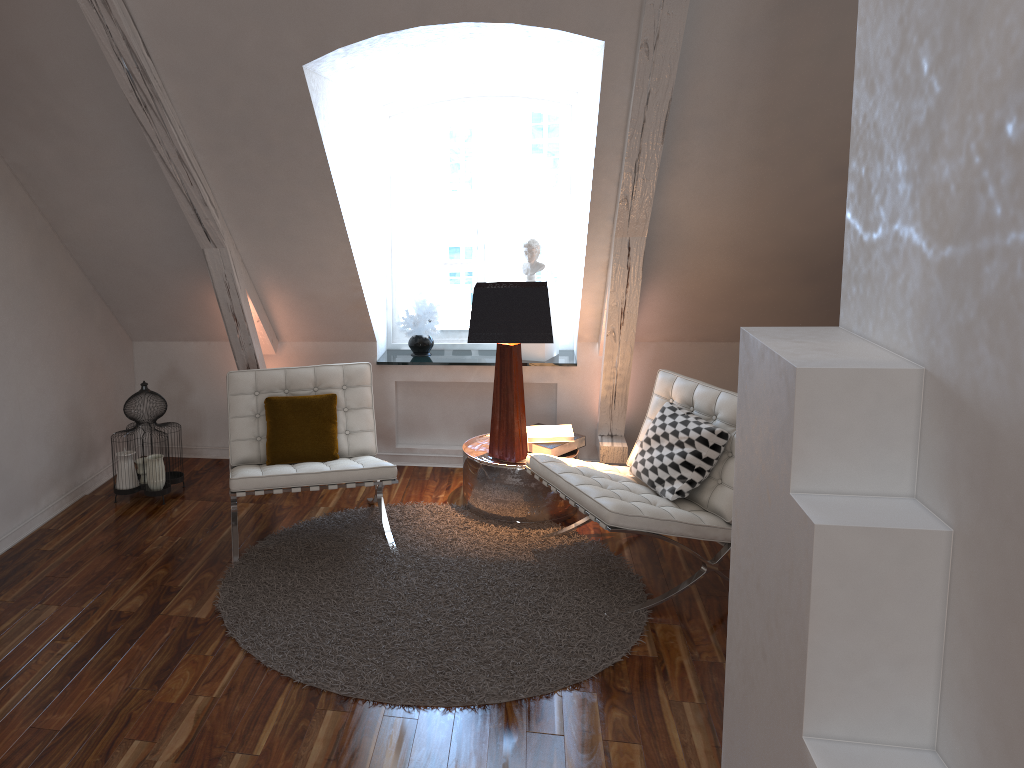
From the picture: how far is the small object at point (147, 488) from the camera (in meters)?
3.87

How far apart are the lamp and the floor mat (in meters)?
0.30

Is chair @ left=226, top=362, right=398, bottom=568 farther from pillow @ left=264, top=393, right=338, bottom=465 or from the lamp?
the lamp

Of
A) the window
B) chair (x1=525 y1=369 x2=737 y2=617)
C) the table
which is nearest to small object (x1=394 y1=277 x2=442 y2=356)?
the window

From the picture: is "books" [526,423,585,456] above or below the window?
below

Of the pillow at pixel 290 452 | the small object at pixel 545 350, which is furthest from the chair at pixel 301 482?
the small object at pixel 545 350

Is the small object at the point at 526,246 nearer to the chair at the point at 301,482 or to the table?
the table

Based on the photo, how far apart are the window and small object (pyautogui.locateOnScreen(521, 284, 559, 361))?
0.2m

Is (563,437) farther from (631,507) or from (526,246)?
(526,246)

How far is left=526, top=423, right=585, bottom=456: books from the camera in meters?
3.9
